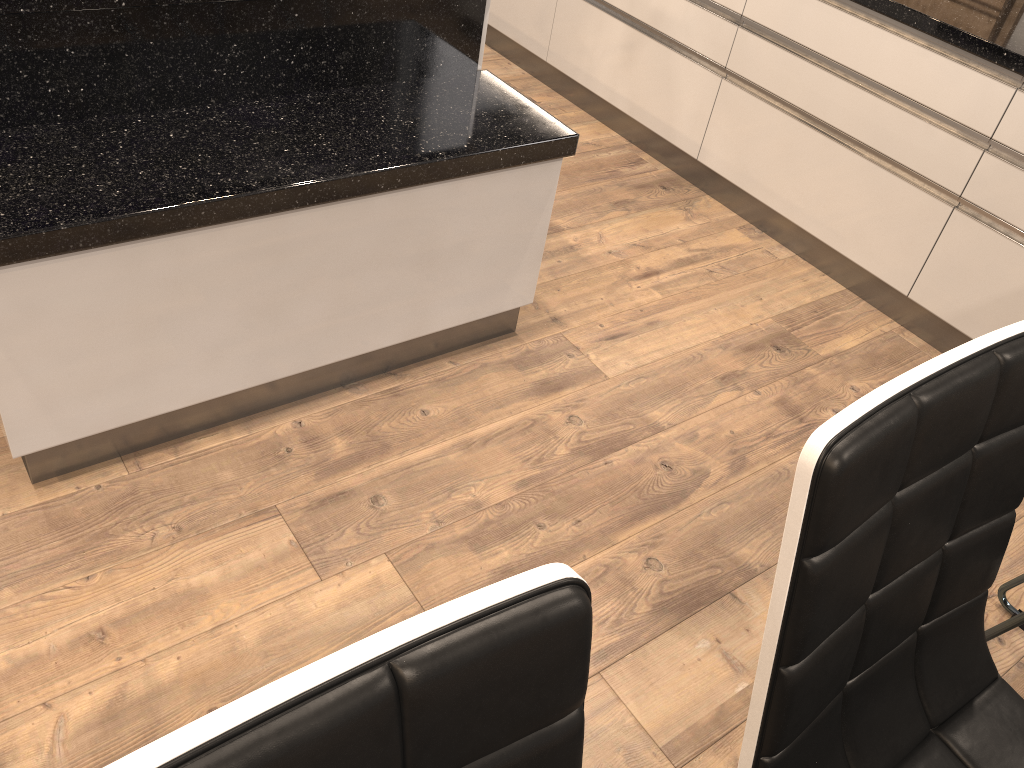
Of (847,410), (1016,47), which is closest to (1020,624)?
(847,410)

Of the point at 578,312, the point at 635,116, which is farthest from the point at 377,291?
the point at 635,116

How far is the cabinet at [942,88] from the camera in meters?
2.3

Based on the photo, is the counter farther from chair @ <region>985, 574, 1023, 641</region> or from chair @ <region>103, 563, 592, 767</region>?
chair @ <region>103, 563, 592, 767</region>

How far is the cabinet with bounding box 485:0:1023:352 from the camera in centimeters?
227cm

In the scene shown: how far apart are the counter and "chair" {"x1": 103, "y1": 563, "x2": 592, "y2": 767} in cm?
211

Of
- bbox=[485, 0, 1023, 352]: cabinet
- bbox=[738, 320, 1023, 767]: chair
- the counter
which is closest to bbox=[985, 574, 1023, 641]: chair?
bbox=[738, 320, 1023, 767]: chair

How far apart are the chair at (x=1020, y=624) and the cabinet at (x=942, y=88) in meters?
0.8 m

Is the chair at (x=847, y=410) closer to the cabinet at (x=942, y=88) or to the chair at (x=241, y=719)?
the chair at (x=241, y=719)

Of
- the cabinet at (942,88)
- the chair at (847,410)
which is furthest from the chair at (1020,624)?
the cabinet at (942,88)
